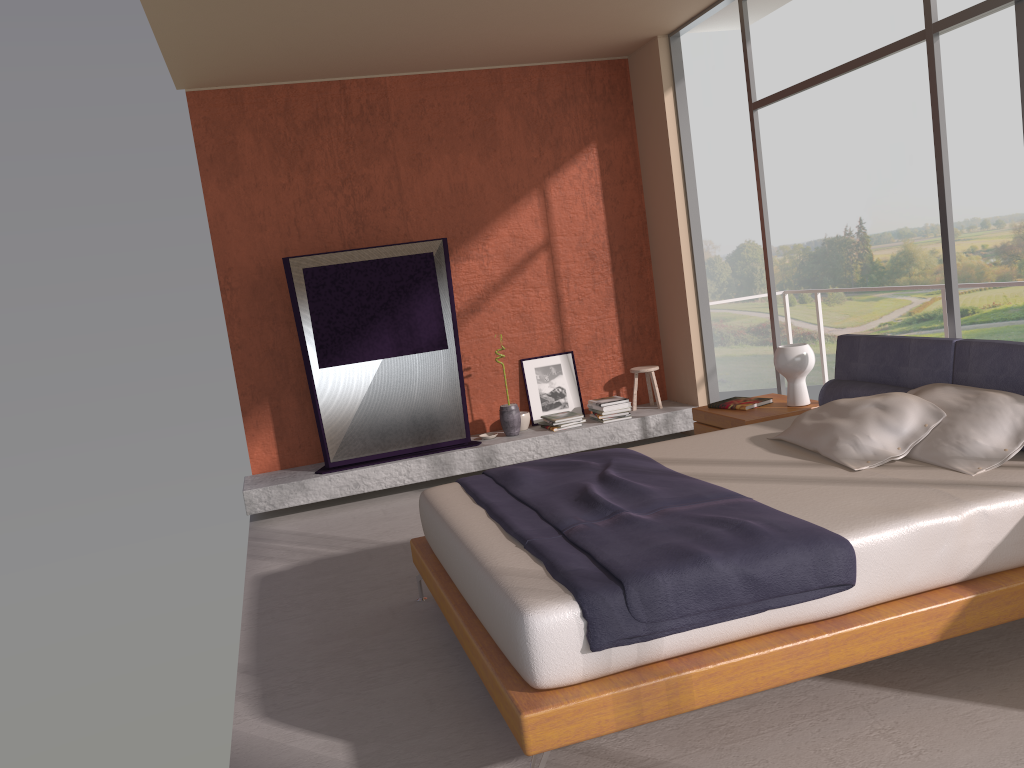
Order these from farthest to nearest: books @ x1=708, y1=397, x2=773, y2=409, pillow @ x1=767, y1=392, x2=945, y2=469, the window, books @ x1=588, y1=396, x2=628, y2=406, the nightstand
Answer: books @ x1=588, y1=396, x2=628, y2=406 → books @ x1=708, y1=397, x2=773, y2=409 → the nightstand → the window → pillow @ x1=767, y1=392, x2=945, y2=469

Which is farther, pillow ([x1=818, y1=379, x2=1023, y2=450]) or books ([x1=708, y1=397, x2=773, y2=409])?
books ([x1=708, y1=397, x2=773, y2=409])

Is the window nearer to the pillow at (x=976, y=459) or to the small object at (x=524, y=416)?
the pillow at (x=976, y=459)

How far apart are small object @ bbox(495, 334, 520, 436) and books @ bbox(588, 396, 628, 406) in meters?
0.7 m

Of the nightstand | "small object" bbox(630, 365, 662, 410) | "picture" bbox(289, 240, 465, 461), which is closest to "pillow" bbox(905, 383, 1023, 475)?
the nightstand

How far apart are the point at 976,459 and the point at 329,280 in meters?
4.5 m

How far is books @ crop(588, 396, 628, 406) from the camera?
6.98m

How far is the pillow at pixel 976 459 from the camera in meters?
3.3

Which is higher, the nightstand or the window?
the window

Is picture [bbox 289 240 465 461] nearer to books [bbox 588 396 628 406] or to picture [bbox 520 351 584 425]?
picture [bbox 520 351 584 425]
